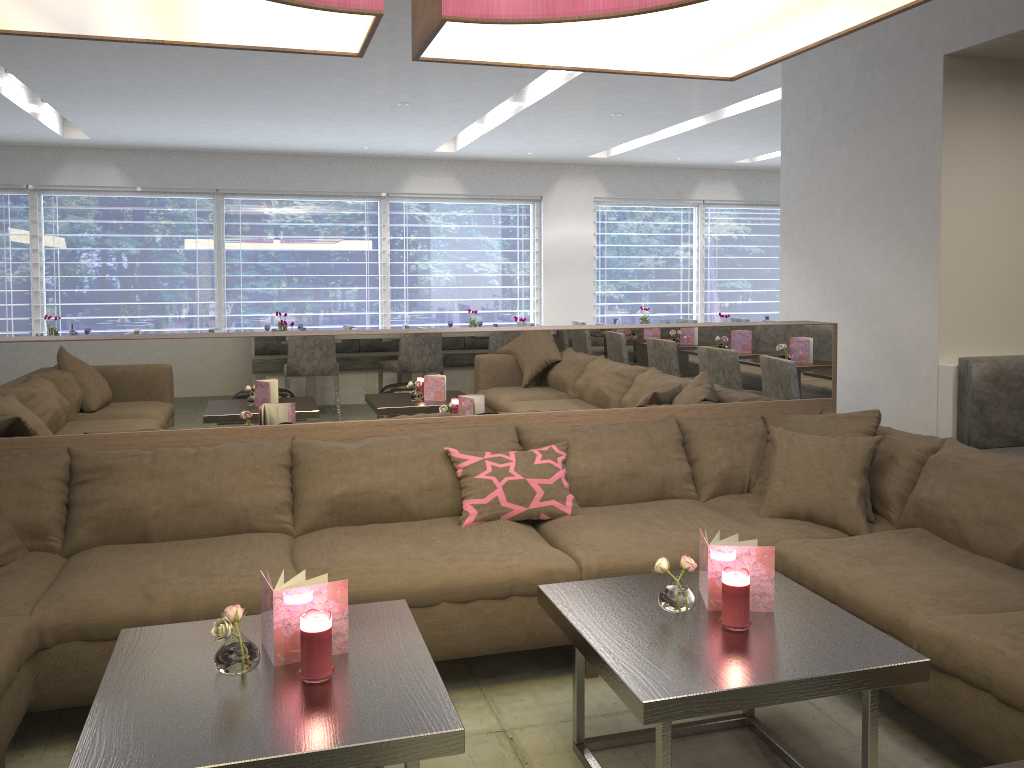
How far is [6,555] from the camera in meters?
2.6 m

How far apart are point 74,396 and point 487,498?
1.4 meters

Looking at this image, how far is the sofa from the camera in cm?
224

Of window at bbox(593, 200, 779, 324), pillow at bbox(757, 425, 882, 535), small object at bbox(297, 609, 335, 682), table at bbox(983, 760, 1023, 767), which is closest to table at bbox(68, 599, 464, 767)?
small object at bbox(297, 609, 335, 682)

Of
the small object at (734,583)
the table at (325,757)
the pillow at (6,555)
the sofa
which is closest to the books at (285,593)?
the table at (325,757)

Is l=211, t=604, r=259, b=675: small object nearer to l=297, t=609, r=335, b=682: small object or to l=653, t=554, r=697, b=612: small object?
l=297, t=609, r=335, b=682: small object

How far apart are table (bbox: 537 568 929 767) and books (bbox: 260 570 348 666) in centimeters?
53cm

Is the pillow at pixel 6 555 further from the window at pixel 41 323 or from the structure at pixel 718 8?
the window at pixel 41 323

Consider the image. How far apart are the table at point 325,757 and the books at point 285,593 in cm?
2

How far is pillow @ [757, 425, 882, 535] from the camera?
2.9m
